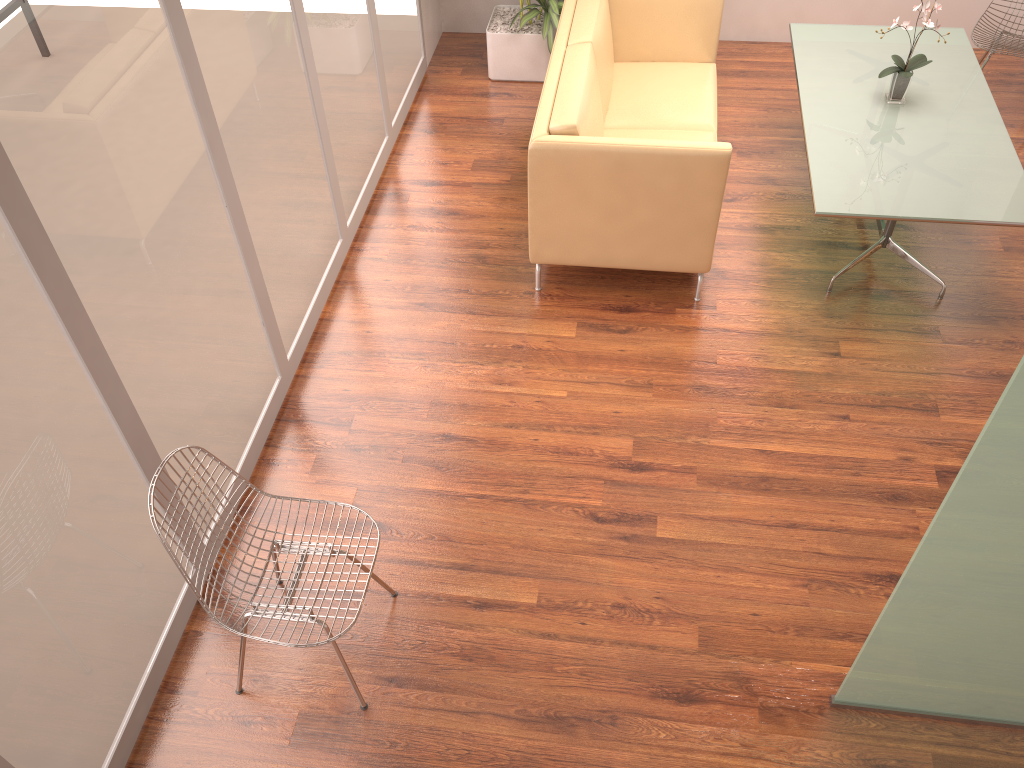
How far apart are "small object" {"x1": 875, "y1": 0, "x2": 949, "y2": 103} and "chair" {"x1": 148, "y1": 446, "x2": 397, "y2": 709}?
3.4m

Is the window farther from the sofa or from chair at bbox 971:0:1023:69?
chair at bbox 971:0:1023:69

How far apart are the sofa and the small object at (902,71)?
0.9m

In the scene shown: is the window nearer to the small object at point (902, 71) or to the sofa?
the sofa

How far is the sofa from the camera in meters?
3.9 m

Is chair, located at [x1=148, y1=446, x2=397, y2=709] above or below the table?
below

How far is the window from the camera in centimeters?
224cm

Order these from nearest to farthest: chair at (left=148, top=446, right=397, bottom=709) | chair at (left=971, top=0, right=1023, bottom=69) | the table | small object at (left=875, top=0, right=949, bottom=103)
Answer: chair at (left=148, top=446, right=397, bottom=709) < the table < small object at (left=875, top=0, right=949, bottom=103) < chair at (left=971, top=0, right=1023, bottom=69)

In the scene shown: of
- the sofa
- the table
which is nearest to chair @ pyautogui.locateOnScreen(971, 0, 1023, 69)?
the table

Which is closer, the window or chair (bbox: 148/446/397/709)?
the window
